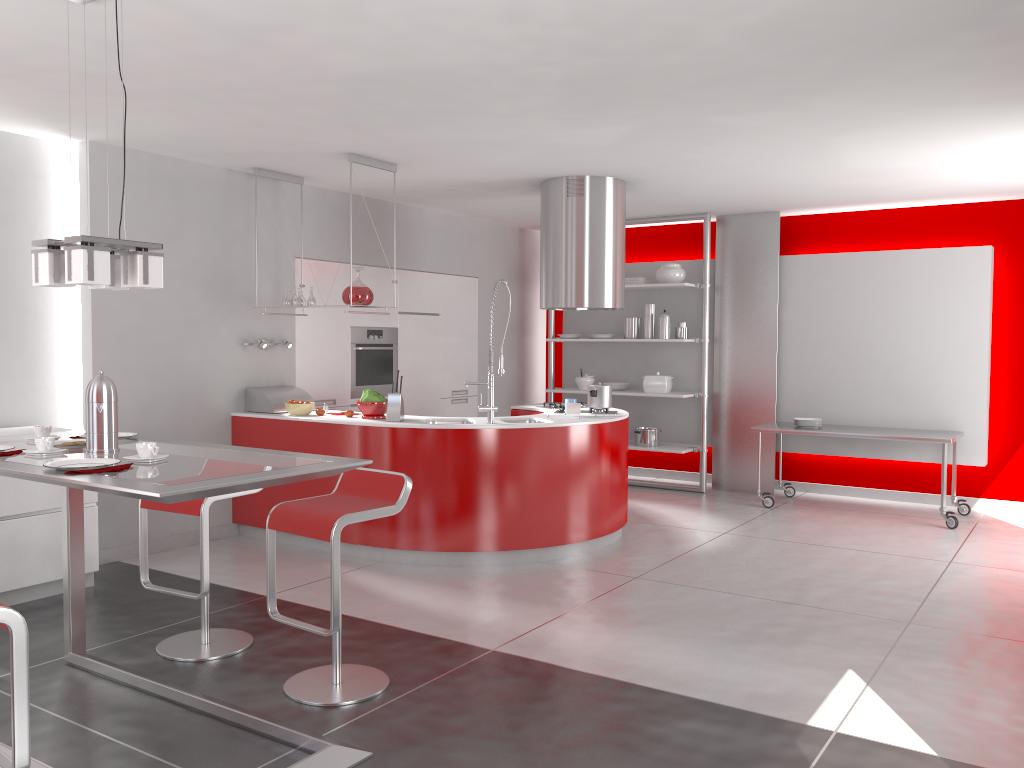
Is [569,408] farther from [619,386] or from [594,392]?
[619,386]

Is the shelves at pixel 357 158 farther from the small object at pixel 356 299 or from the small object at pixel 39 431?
the small object at pixel 39 431

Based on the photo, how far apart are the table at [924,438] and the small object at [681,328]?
1.2m

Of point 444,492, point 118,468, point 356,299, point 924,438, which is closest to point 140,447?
point 118,468

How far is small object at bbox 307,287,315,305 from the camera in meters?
6.1 m

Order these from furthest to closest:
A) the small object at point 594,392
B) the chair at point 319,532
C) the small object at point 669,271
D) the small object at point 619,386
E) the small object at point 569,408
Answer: the small object at point 619,386 < the small object at point 669,271 < the small object at point 594,392 < the small object at point 569,408 < the chair at point 319,532

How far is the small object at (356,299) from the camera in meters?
5.9

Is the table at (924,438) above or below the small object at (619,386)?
below

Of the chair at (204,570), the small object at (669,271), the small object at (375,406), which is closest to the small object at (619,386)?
the small object at (669,271)

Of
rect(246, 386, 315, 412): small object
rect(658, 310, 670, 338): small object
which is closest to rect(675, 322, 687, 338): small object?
rect(658, 310, 670, 338): small object
